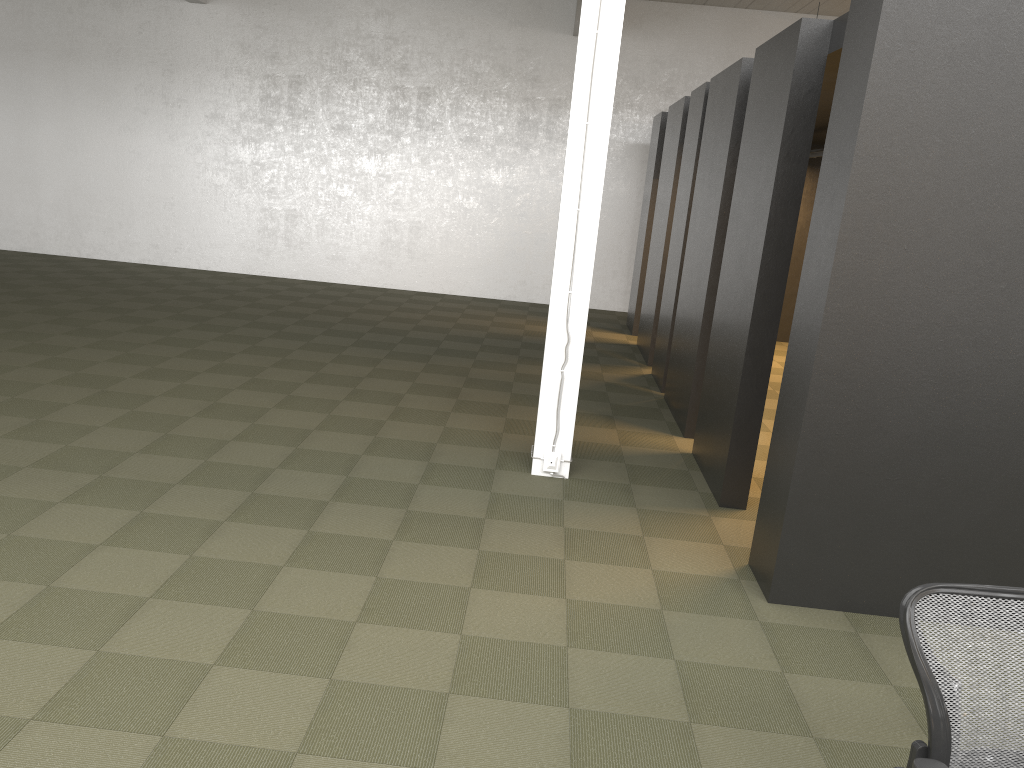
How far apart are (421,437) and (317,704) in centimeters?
341cm

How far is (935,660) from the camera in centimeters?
215cm

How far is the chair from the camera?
2.1m

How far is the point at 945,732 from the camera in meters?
2.1

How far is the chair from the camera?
2.11m

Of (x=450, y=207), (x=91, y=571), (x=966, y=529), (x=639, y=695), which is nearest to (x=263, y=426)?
(x=91, y=571)
